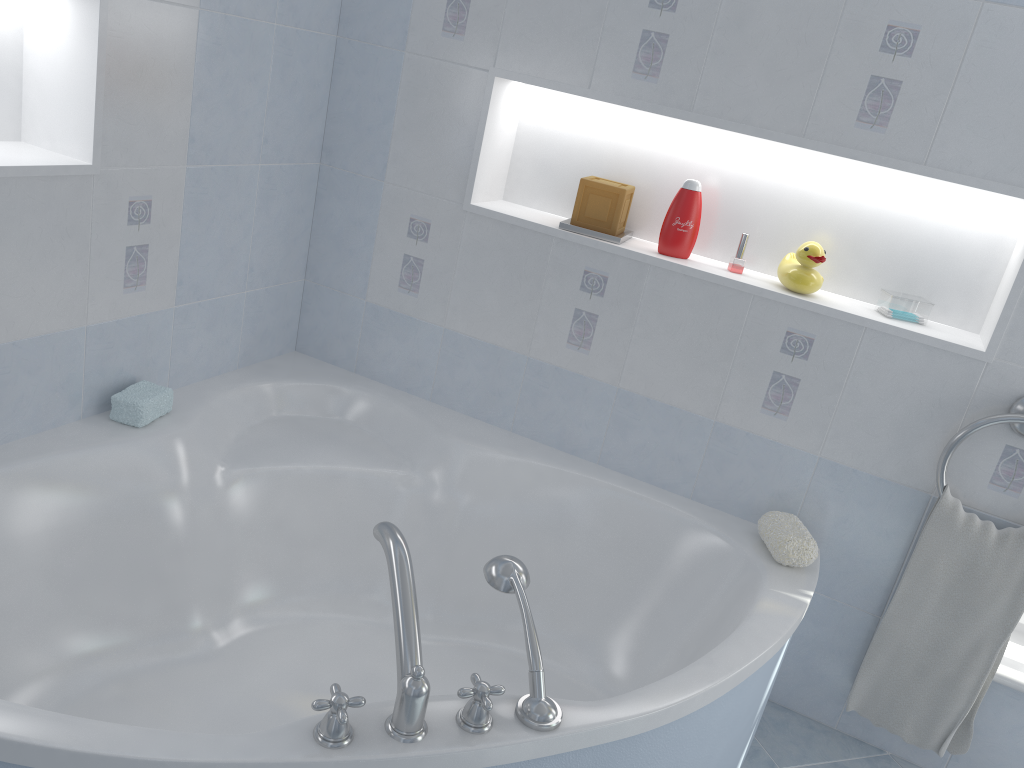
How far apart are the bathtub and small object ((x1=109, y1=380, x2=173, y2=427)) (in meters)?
0.02

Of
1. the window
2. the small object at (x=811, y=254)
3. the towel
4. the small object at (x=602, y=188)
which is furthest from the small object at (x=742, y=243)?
the window

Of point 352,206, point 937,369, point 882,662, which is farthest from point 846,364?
point 352,206

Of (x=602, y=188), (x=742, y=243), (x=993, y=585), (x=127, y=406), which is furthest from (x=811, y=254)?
(x=127, y=406)

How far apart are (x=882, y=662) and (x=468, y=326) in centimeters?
130cm

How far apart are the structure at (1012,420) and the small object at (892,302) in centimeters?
26cm

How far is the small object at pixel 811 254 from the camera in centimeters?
201cm

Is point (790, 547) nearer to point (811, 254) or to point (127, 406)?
point (811, 254)

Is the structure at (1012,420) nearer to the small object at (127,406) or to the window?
the window

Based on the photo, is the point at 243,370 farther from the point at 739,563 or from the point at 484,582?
the point at 739,563
